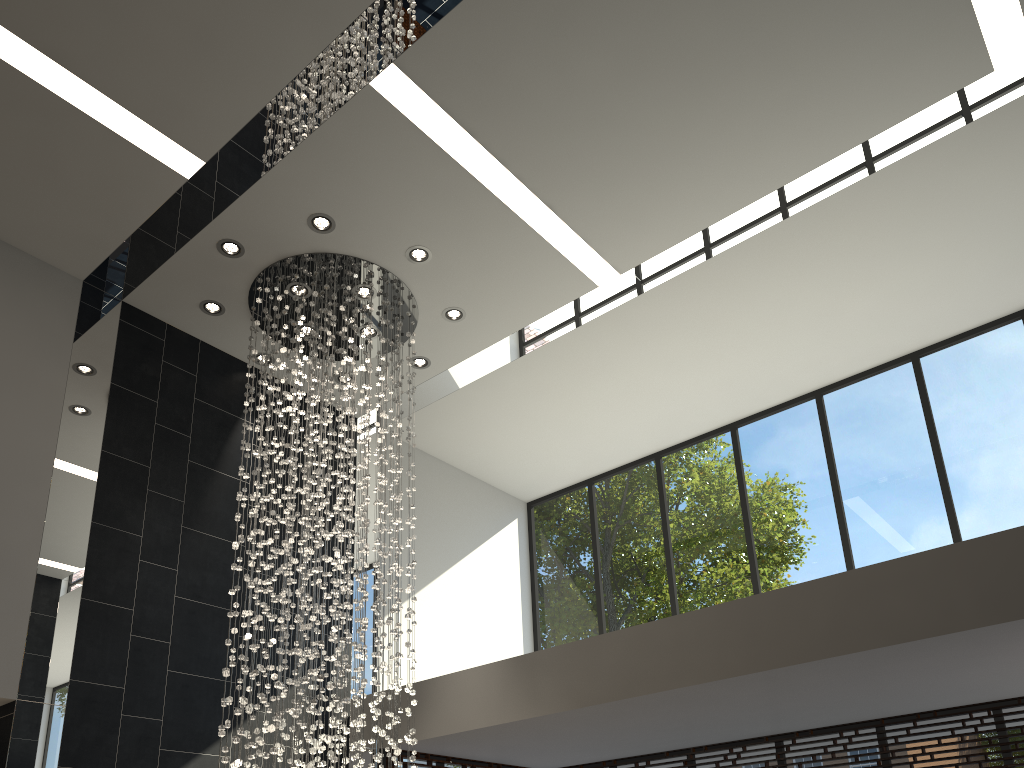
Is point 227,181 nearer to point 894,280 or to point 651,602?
point 894,280

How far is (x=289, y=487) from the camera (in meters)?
5.72

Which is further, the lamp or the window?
the window

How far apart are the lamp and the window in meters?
1.3

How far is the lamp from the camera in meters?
5.7

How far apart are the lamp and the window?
1.3m

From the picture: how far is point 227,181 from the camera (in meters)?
5.94

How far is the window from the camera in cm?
682

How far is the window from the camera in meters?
6.8 m

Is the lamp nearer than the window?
Yes
